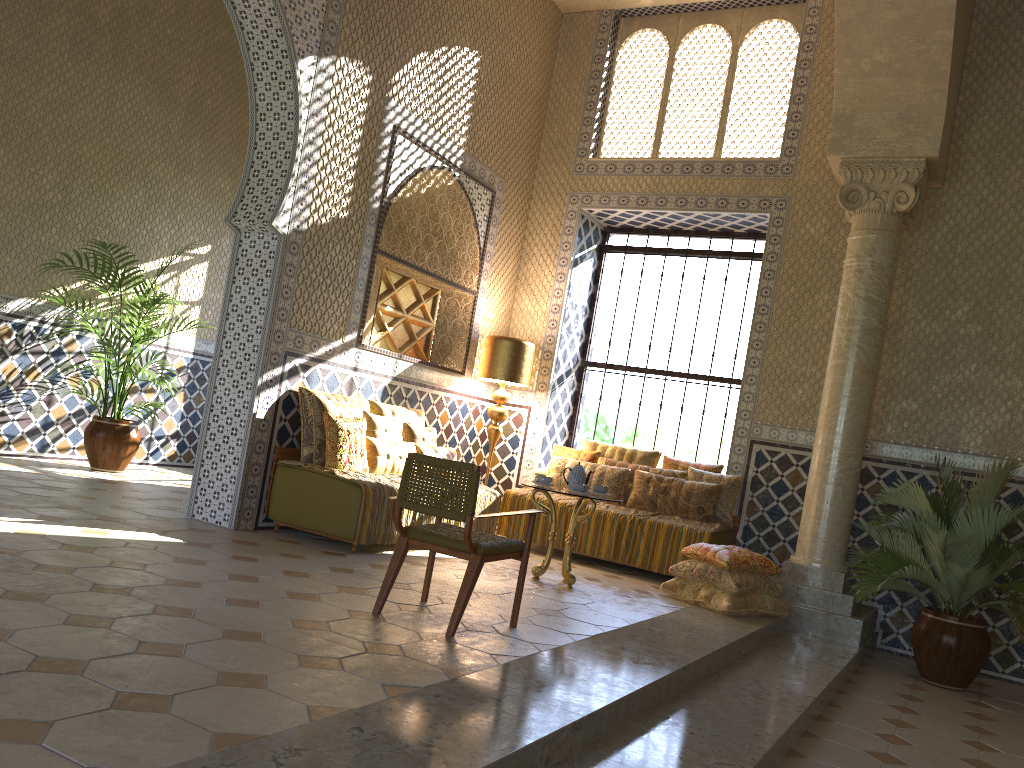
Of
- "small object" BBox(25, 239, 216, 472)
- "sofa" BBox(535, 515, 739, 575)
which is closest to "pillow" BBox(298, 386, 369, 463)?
"small object" BBox(25, 239, 216, 472)

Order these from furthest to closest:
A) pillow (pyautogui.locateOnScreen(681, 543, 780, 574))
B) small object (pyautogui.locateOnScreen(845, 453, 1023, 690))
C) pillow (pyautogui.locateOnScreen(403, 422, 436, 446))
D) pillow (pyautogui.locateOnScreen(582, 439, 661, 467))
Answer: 1. pillow (pyautogui.locateOnScreen(582, 439, 661, 467))
2. pillow (pyautogui.locateOnScreen(403, 422, 436, 446))
3. pillow (pyautogui.locateOnScreen(681, 543, 780, 574))
4. small object (pyautogui.locateOnScreen(845, 453, 1023, 690))

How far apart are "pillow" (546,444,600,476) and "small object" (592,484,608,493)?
2.8m

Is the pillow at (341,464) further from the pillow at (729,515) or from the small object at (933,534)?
the small object at (933,534)

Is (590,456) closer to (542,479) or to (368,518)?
(542,479)

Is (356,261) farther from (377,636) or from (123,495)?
(377,636)

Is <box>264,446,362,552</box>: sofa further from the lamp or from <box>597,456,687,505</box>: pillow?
<box>597,456,687,505</box>: pillow

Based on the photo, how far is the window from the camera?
13.05m

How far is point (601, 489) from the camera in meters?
9.5 m

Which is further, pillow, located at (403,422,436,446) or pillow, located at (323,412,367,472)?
pillow, located at (403,422,436,446)
